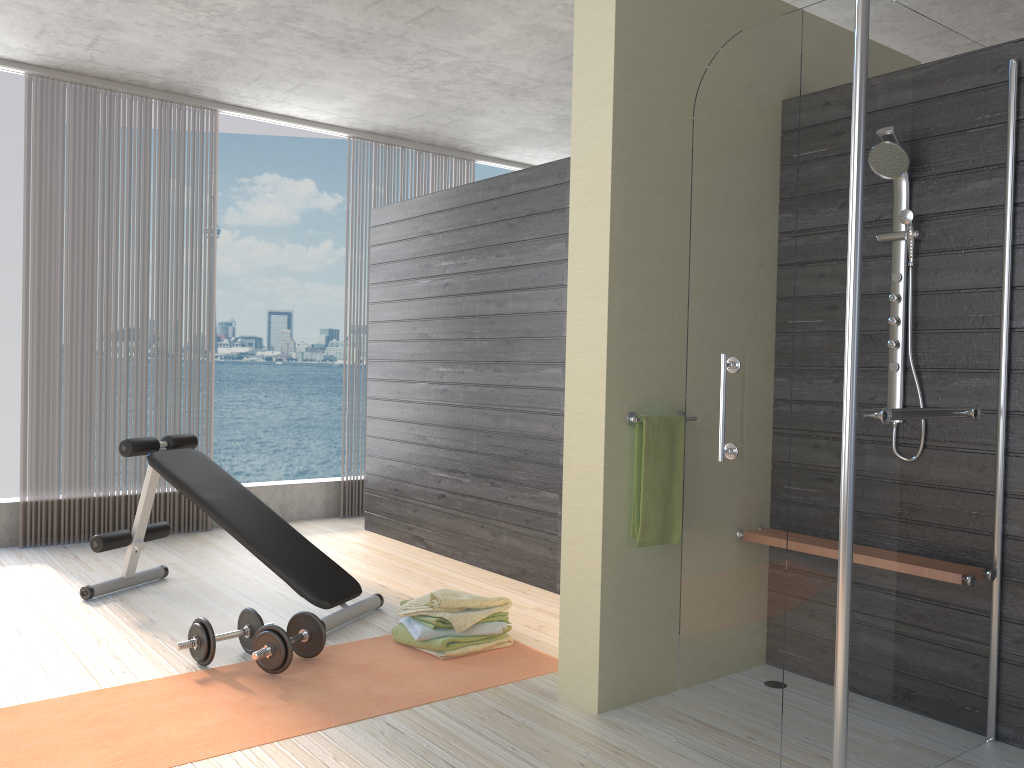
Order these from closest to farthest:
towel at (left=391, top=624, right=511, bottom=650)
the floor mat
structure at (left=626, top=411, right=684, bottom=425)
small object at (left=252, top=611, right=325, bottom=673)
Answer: the floor mat < structure at (left=626, top=411, right=684, bottom=425) < small object at (left=252, top=611, right=325, bottom=673) < towel at (left=391, top=624, right=511, bottom=650)

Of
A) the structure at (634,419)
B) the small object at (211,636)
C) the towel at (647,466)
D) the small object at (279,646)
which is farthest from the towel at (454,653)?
the structure at (634,419)

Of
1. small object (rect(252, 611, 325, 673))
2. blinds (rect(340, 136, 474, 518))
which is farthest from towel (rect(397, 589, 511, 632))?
blinds (rect(340, 136, 474, 518))

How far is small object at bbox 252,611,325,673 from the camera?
3.10m

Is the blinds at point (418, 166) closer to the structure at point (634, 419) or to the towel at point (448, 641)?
the towel at point (448, 641)

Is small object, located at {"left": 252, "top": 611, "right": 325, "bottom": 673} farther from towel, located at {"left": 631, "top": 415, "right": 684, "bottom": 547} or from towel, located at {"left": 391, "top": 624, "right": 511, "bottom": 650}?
towel, located at {"left": 631, "top": 415, "right": 684, "bottom": 547}

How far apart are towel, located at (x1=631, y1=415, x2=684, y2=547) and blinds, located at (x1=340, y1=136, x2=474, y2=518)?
4.3m

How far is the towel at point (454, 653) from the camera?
3.3 meters

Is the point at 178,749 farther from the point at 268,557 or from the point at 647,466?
the point at 647,466

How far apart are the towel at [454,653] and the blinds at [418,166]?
4.1m
